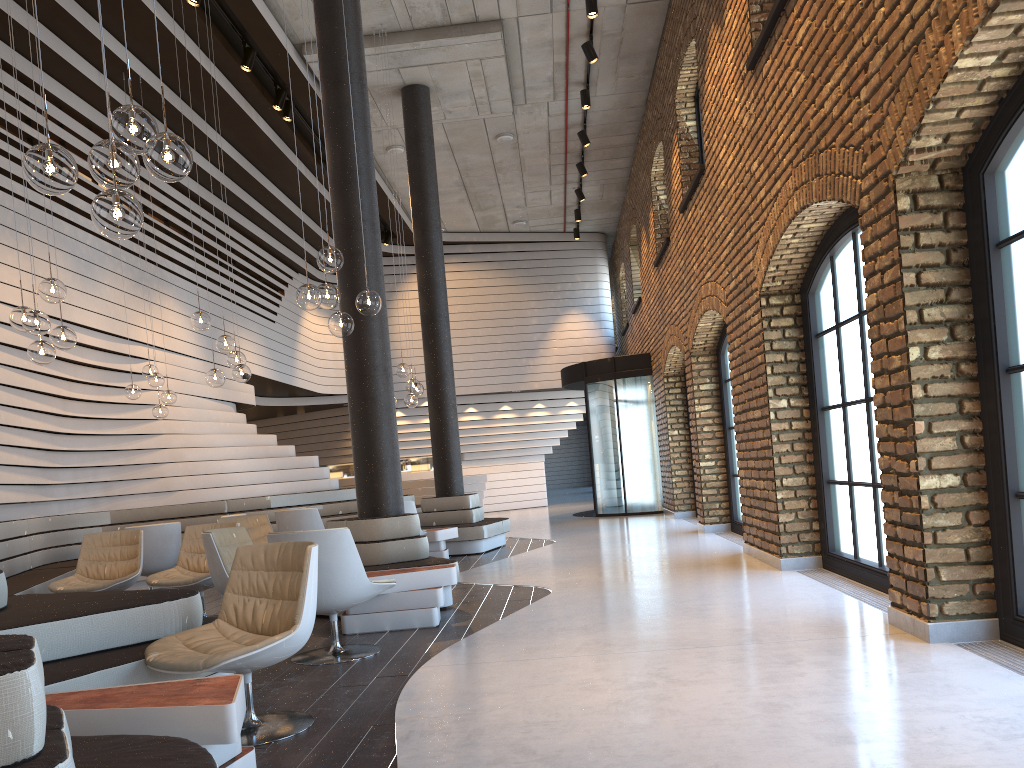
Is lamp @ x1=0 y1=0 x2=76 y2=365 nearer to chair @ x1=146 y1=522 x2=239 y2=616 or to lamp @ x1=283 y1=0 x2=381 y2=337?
lamp @ x1=283 y1=0 x2=381 y2=337

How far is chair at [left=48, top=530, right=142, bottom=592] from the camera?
6.9m

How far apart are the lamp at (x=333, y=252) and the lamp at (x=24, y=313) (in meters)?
1.59

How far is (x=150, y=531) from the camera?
8.4 meters

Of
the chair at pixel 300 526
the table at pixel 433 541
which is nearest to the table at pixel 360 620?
the chair at pixel 300 526

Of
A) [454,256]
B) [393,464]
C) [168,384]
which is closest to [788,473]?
[393,464]

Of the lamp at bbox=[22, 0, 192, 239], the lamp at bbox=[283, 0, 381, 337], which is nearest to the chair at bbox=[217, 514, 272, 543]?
the lamp at bbox=[283, 0, 381, 337]

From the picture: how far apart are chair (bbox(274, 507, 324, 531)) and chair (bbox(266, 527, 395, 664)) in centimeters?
455cm

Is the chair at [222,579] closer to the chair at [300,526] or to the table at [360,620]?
the table at [360,620]

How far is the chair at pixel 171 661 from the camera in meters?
3.4
